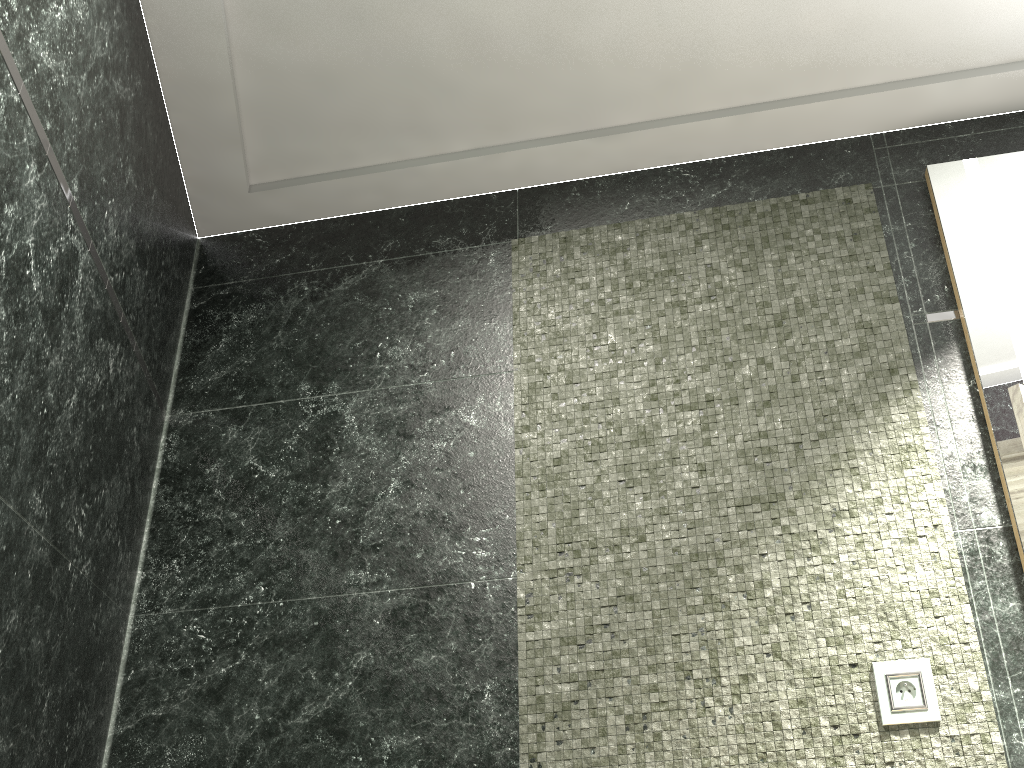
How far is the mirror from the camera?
1.9 meters

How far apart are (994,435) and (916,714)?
0.63m

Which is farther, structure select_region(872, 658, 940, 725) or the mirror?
the mirror

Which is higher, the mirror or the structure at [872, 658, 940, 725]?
the mirror

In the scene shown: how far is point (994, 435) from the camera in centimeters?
195cm

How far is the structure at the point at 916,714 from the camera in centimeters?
179cm

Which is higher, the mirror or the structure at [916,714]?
the mirror

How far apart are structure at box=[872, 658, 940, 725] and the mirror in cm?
32

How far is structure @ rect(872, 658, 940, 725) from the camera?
1.8 meters

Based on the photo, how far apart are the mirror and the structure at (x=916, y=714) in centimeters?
32cm
